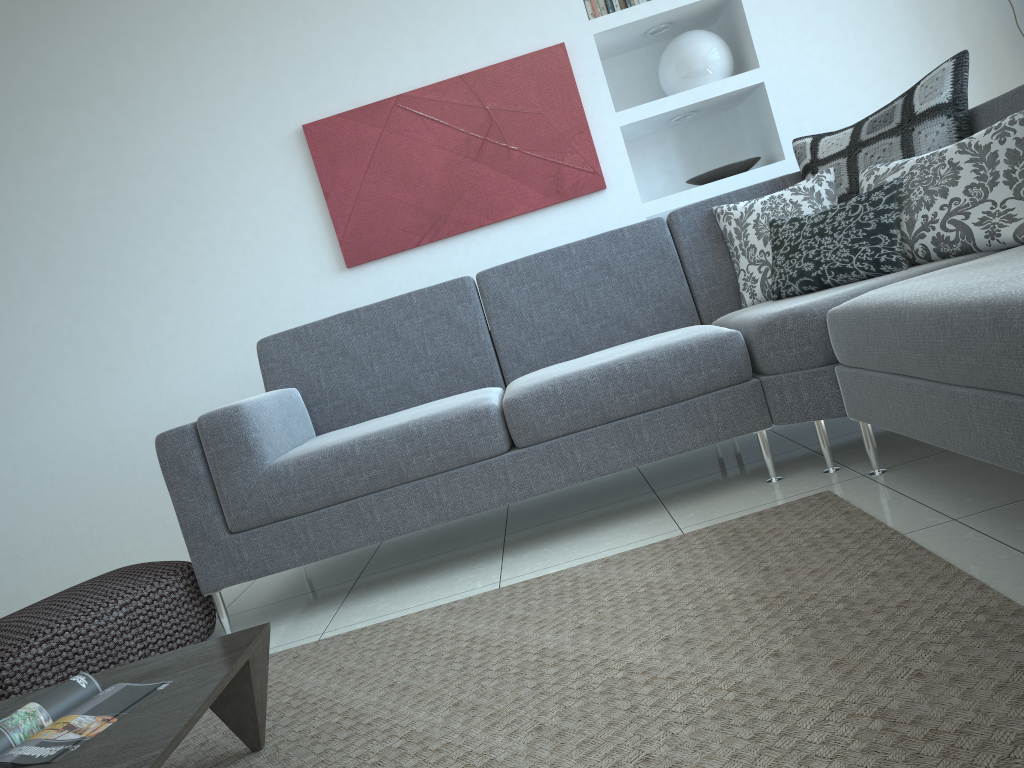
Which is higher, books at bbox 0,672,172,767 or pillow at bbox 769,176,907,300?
pillow at bbox 769,176,907,300

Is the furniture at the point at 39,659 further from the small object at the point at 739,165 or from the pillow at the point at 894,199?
the small object at the point at 739,165

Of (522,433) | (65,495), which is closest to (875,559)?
(522,433)

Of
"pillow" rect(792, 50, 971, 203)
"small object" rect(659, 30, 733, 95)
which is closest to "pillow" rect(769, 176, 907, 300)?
"pillow" rect(792, 50, 971, 203)

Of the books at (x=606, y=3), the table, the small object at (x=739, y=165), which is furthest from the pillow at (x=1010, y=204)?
the table

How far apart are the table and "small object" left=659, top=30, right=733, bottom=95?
3.1m

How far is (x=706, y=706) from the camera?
1.4 meters

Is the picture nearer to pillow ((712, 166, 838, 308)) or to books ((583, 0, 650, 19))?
books ((583, 0, 650, 19))

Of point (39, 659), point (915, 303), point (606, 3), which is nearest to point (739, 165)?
point (606, 3)

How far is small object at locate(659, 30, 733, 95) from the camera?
3.92m
